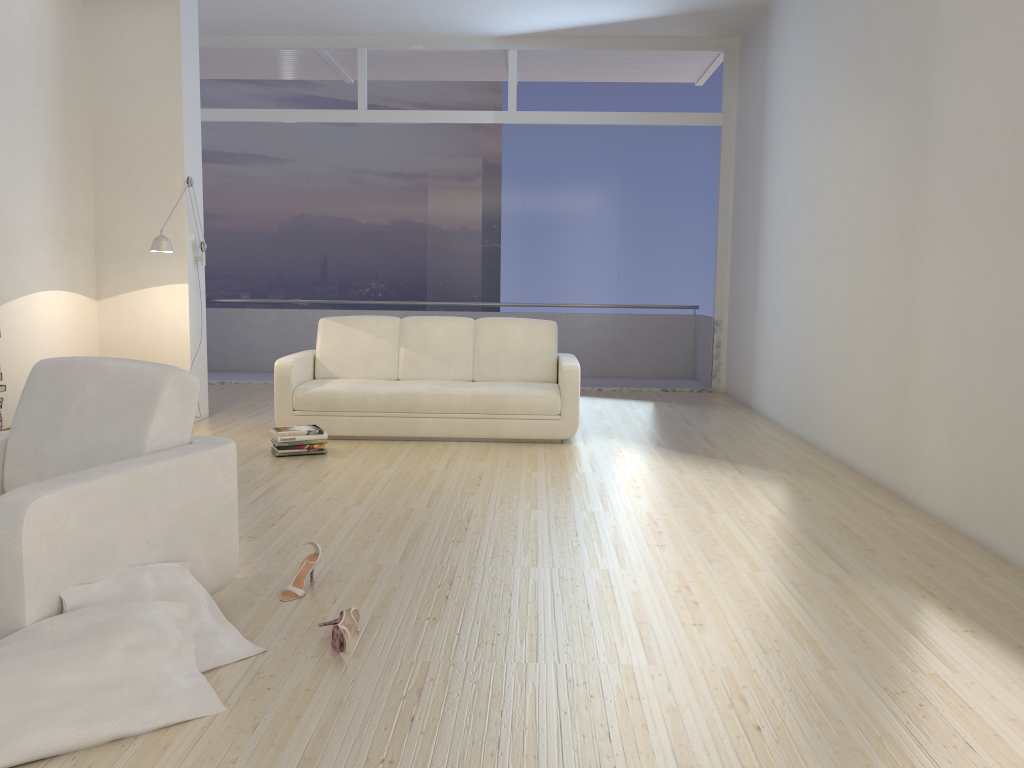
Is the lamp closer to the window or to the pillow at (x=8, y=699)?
the window

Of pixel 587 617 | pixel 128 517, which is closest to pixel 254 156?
pixel 128 517

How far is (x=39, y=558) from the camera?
2.31m

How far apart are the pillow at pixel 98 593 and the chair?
0.0 meters

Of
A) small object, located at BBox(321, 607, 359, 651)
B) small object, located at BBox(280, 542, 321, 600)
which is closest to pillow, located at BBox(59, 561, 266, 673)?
small object, located at BBox(321, 607, 359, 651)

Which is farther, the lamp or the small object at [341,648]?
the lamp

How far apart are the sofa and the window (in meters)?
2.45

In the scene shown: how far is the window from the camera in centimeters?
911cm

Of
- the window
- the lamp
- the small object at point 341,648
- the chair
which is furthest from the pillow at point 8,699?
the window

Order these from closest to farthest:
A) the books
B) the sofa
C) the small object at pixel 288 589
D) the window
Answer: the small object at pixel 288 589
the books
the sofa
the window
